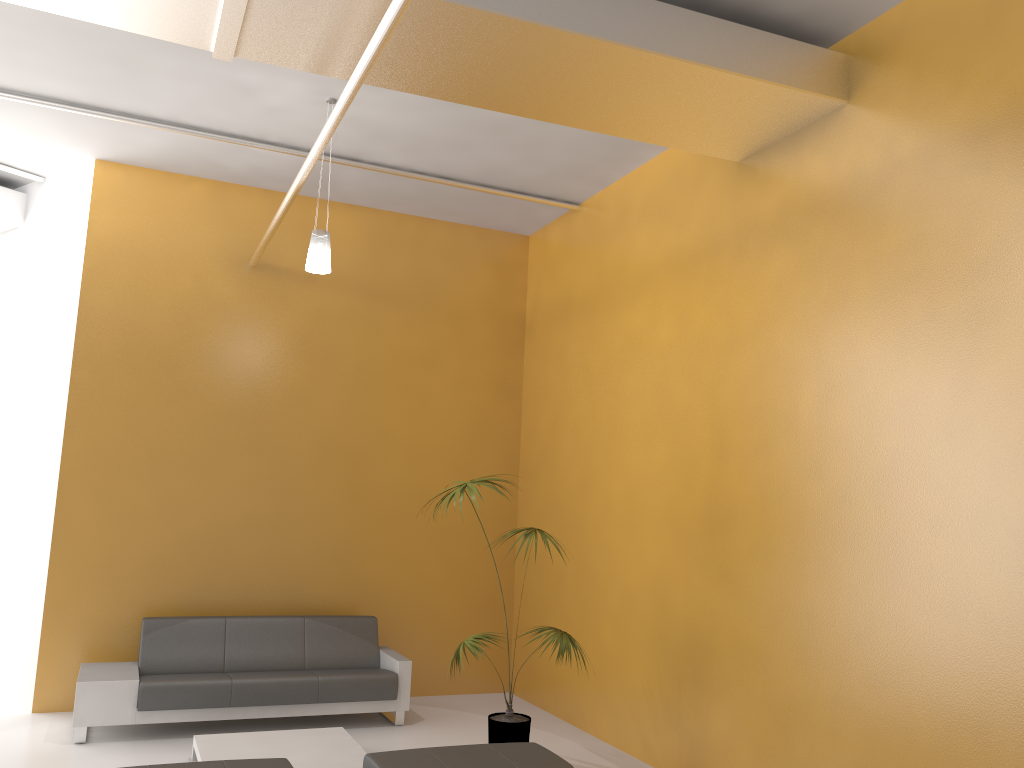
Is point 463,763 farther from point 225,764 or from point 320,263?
point 320,263

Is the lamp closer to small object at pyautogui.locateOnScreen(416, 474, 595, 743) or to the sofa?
small object at pyautogui.locateOnScreen(416, 474, 595, 743)

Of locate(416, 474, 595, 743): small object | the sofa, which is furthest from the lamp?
the sofa

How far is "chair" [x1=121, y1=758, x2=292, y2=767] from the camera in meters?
4.4

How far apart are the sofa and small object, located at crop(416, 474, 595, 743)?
1.0 meters

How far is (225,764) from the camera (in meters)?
4.38

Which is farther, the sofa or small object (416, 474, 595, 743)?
the sofa

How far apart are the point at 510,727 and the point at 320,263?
3.3m

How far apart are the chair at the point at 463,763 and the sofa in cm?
213

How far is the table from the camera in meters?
5.5
